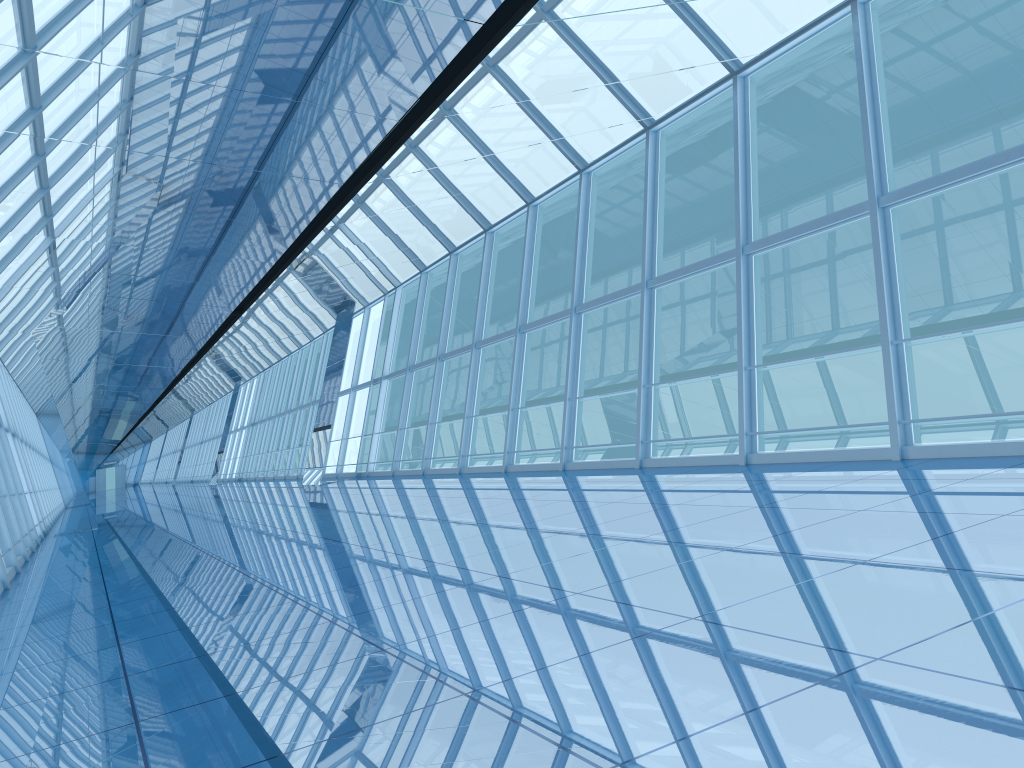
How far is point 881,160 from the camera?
8.15m

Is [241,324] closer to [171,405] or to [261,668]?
[261,668]

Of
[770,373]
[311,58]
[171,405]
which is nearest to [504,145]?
[311,58]

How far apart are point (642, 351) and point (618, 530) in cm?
521
